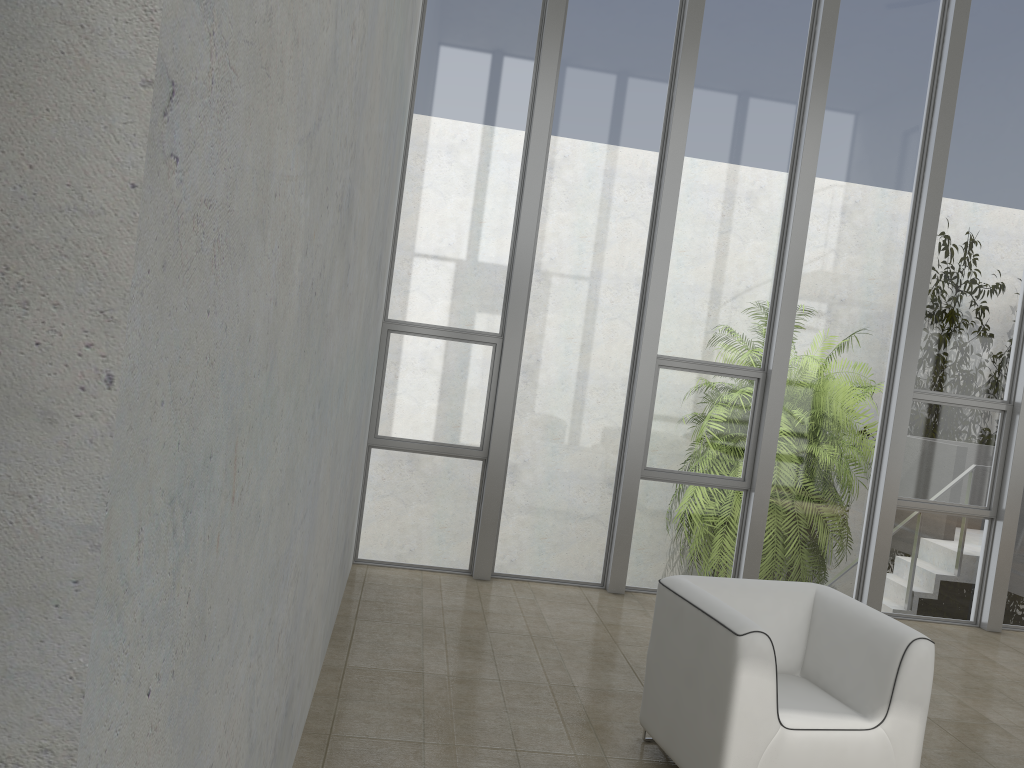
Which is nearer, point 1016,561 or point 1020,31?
point 1020,31

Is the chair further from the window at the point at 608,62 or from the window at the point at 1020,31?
the window at the point at 1020,31

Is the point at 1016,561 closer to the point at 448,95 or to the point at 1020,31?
the point at 1020,31

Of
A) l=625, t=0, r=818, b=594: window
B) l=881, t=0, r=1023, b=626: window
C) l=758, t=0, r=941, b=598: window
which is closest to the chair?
l=625, t=0, r=818, b=594: window

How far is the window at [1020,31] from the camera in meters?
6.2 m

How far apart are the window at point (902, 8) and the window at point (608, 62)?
1.15m

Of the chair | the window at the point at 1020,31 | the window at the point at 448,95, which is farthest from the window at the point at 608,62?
the chair

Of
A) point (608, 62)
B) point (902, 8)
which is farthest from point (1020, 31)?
point (608, 62)

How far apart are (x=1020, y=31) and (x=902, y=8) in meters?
0.9 m

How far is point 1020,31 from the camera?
6.17m
